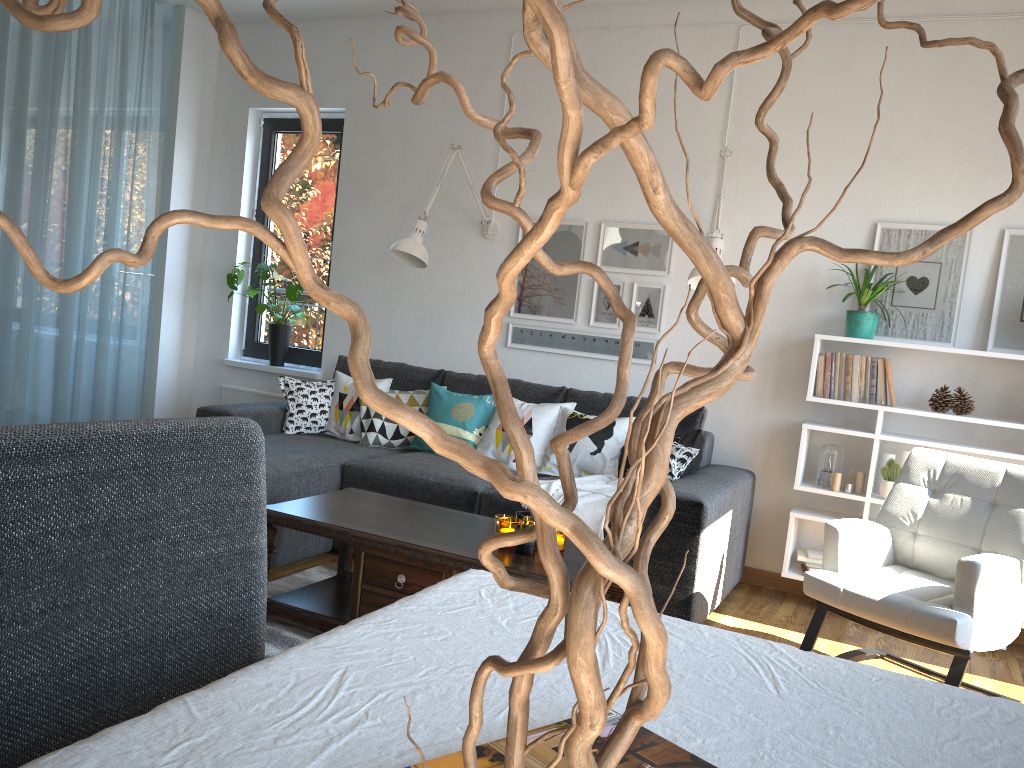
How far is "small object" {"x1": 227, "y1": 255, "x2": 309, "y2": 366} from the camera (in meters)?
5.28

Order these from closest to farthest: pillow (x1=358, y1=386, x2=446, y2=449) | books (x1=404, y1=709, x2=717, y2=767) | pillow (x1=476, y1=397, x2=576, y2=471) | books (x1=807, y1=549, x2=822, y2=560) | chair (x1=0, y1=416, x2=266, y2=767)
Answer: books (x1=404, y1=709, x2=717, y2=767), chair (x1=0, y1=416, x2=266, y2=767), books (x1=807, y1=549, x2=822, y2=560), pillow (x1=476, y1=397, x2=576, y2=471), pillow (x1=358, y1=386, x2=446, y2=449)

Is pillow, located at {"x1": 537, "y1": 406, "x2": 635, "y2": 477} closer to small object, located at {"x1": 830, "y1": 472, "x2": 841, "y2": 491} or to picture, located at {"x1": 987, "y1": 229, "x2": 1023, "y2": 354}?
small object, located at {"x1": 830, "y1": 472, "x2": 841, "y2": 491}

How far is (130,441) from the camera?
1.1m

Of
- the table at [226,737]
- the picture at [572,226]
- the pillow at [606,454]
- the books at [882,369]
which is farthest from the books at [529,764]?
the picture at [572,226]

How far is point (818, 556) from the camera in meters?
4.0

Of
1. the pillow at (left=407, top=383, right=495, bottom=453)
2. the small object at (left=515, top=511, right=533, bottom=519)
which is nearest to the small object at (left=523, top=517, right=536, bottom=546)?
the small object at (left=515, top=511, right=533, bottom=519)

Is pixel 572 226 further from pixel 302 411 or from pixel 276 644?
pixel 276 644

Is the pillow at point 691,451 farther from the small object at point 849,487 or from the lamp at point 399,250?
the lamp at point 399,250

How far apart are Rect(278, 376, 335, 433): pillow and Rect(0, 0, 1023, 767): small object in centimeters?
421cm
